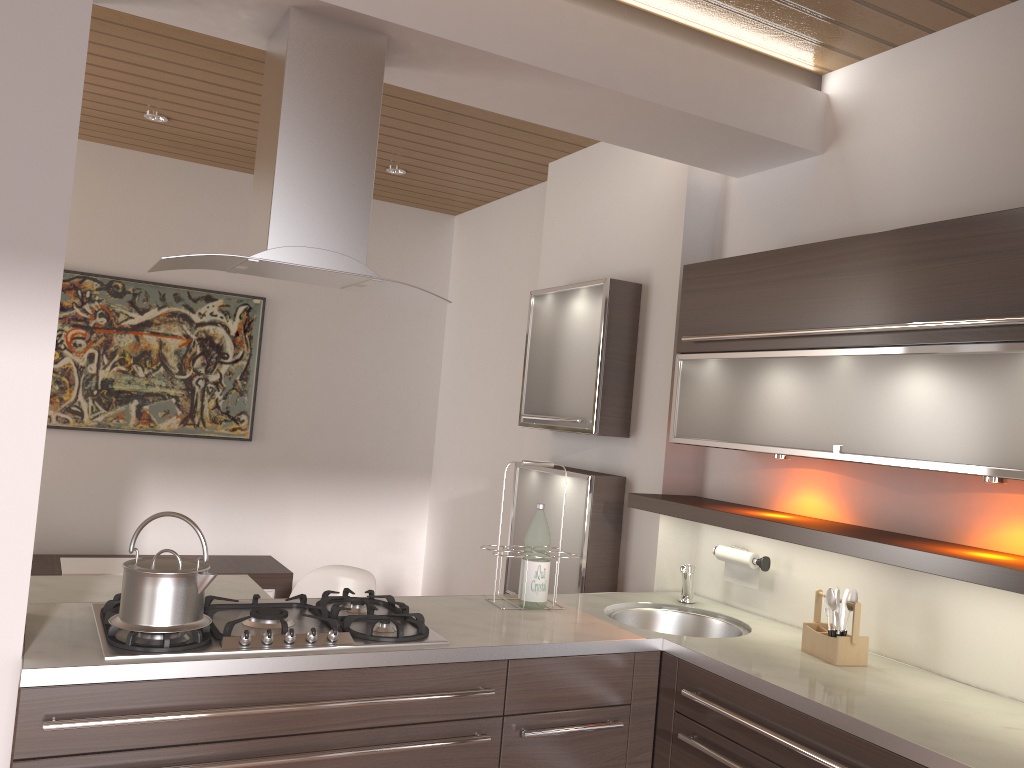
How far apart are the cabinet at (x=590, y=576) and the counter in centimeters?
27cm

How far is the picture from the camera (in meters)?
4.49

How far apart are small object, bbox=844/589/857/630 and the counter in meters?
0.2 m

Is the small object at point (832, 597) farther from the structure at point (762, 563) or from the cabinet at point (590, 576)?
the cabinet at point (590, 576)

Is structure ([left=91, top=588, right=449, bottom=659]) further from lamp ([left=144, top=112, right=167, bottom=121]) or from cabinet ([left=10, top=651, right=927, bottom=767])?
lamp ([left=144, top=112, right=167, bottom=121])

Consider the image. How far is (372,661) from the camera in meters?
2.1 m

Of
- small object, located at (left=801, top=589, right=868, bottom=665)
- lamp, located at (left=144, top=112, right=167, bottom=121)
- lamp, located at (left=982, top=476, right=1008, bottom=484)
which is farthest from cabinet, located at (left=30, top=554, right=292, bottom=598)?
lamp, located at (left=982, top=476, right=1008, bottom=484)

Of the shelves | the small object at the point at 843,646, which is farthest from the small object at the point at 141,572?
the small object at the point at 843,646

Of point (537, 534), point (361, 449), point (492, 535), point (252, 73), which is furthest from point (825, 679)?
point (361, 449)

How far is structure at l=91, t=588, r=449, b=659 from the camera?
2.0m
